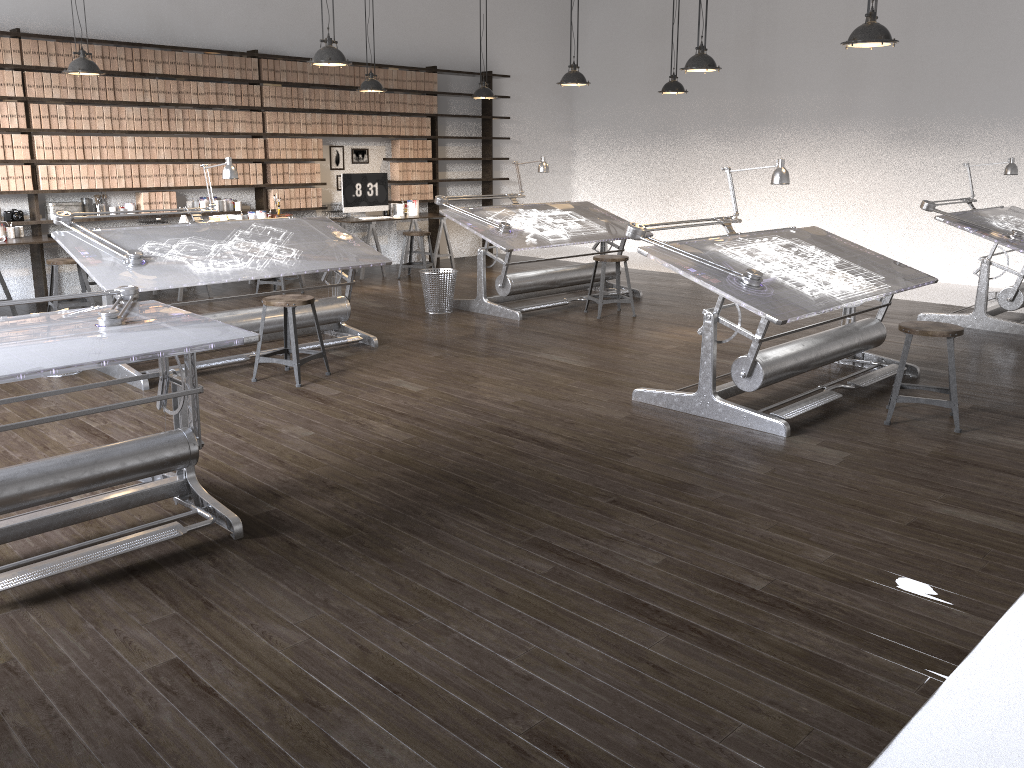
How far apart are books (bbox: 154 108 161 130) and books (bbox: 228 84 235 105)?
0.84m

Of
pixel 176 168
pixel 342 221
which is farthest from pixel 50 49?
pixel 342 221

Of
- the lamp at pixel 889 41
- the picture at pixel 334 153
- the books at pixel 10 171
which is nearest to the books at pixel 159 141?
the books at pixel 10 171

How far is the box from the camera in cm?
951

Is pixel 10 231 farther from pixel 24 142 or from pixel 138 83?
pixel 138 83

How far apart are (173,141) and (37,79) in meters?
1.3

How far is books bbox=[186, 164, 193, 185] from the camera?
8.95m

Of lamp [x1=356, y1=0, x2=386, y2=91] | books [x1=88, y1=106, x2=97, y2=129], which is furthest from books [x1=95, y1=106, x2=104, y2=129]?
lamp [x1=356, y1=0, x2=386, y2=91]

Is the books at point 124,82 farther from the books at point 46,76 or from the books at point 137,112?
the books at point 46,76

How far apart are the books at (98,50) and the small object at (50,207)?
1.3m
